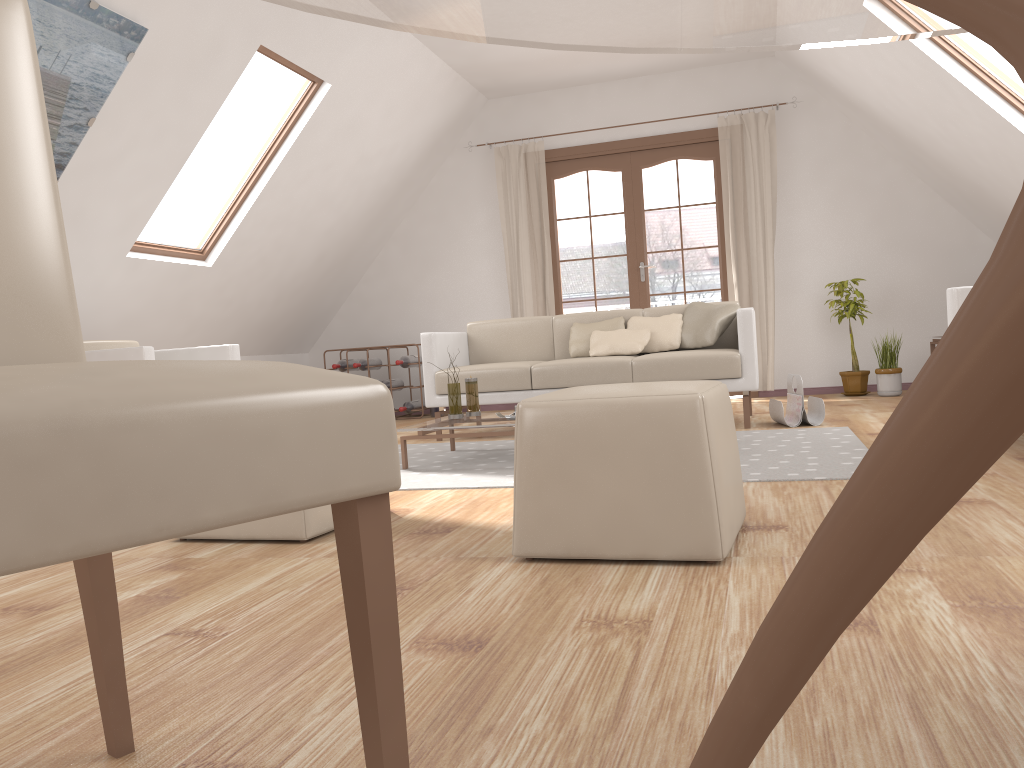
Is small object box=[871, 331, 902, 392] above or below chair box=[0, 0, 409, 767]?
below

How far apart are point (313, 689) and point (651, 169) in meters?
11.1 m

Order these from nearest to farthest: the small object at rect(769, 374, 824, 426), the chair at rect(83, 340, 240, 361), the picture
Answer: the picture → the chair at rect(83, 340, 240, 361) → the small object at rect(769, 374, 824, 426)

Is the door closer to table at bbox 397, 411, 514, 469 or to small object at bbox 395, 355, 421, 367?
small object at bbox 395, 355, 421, 367

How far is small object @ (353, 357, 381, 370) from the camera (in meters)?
7.26

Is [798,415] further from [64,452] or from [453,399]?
[64,452]

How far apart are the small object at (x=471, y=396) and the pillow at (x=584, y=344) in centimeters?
118cm

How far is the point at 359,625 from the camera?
0.79m

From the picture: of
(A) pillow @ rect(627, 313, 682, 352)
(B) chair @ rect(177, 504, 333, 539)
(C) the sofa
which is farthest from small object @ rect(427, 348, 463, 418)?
(B) chair @ rect(177, 504, 333, 539)

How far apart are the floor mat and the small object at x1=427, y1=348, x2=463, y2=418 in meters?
0.2 m
